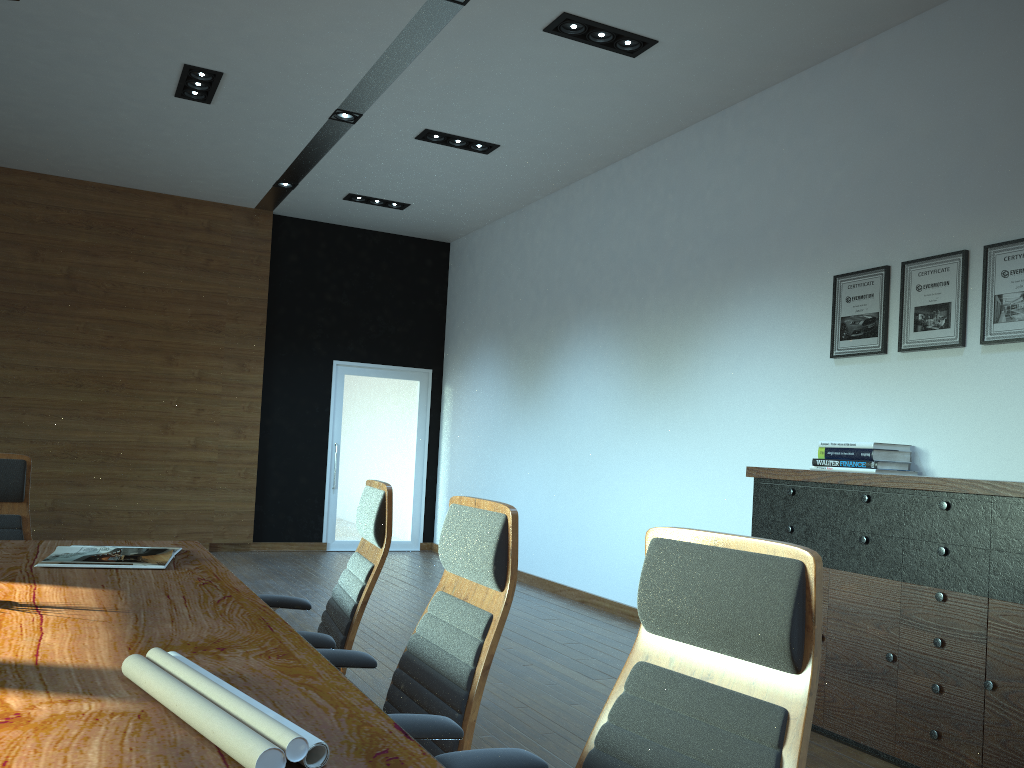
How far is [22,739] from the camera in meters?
1.3 m

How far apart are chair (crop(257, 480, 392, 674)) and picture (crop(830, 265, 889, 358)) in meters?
3.1 m

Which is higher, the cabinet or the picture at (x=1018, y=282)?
the picture at (x=1018, y=282)

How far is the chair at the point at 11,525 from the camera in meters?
3.7 m

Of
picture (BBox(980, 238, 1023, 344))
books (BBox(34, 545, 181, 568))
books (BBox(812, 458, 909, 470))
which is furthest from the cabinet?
books (BBox(34, 545, 181, 568))

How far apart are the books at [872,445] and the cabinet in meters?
0.5

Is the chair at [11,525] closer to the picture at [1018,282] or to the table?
the table

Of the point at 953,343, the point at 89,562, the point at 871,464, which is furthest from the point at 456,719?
the point at 953,343

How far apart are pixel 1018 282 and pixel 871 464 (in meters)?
1.09

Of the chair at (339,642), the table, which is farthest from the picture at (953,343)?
the table
